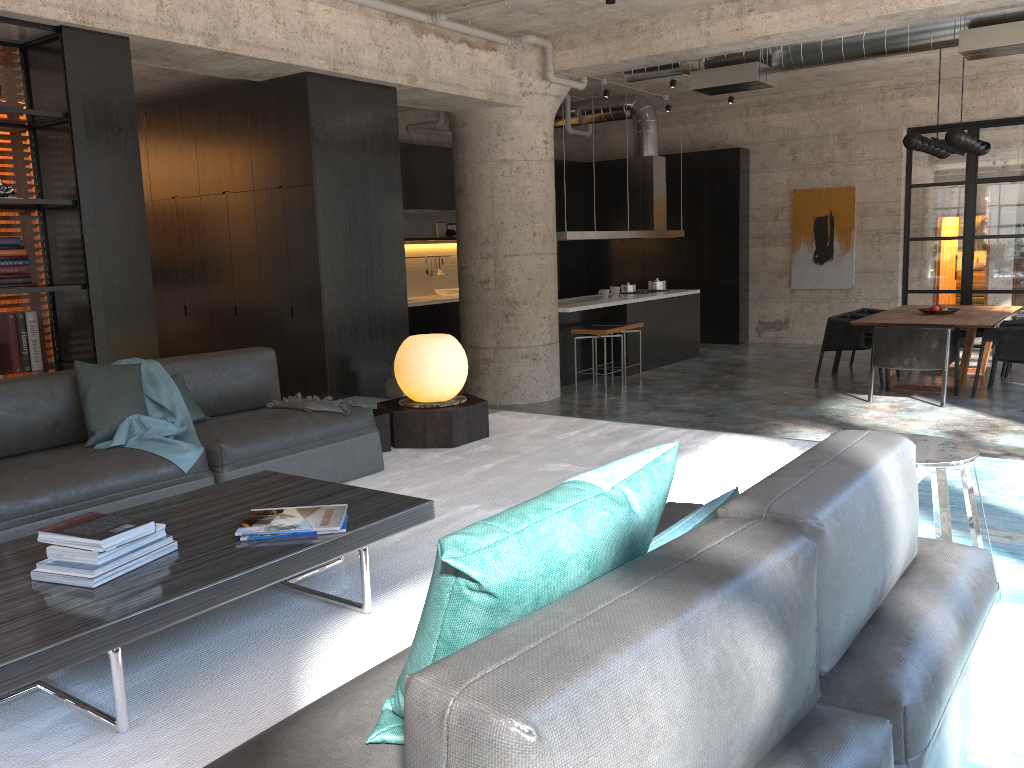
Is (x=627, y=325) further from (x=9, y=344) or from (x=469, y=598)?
(x=469, y=598)

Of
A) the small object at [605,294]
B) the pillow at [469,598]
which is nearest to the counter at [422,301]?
the small object at [605,294]

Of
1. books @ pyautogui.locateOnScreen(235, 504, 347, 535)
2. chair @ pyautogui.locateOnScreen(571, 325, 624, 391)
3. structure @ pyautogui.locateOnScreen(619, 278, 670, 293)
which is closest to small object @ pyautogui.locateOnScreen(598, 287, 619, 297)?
structure @ pyautogui.locateOnScreen(619, 278, 670, 293)

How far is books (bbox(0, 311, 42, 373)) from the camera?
5.3m

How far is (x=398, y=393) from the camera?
7.2 meters

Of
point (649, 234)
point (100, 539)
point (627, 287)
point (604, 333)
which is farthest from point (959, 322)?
point (100, 539)

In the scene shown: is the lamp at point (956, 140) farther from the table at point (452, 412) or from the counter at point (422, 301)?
the counter at point (422, 301)

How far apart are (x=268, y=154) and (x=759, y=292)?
9.0 meters

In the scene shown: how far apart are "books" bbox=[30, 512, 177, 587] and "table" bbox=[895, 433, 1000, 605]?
2.3m

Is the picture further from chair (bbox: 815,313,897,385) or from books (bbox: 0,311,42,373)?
books (bbox: 0,311,42,373)
